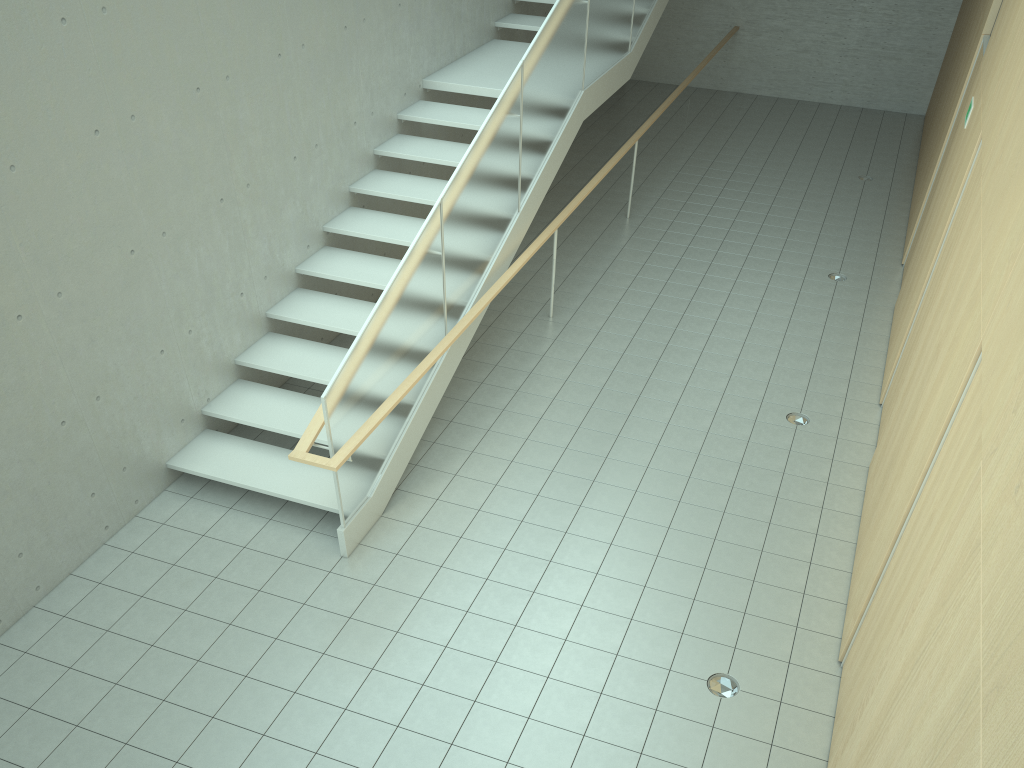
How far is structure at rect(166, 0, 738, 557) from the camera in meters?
5.5

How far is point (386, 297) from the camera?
5.5 meters

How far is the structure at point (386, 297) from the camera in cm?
554

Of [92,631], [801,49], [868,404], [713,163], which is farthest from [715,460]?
[801,49]
